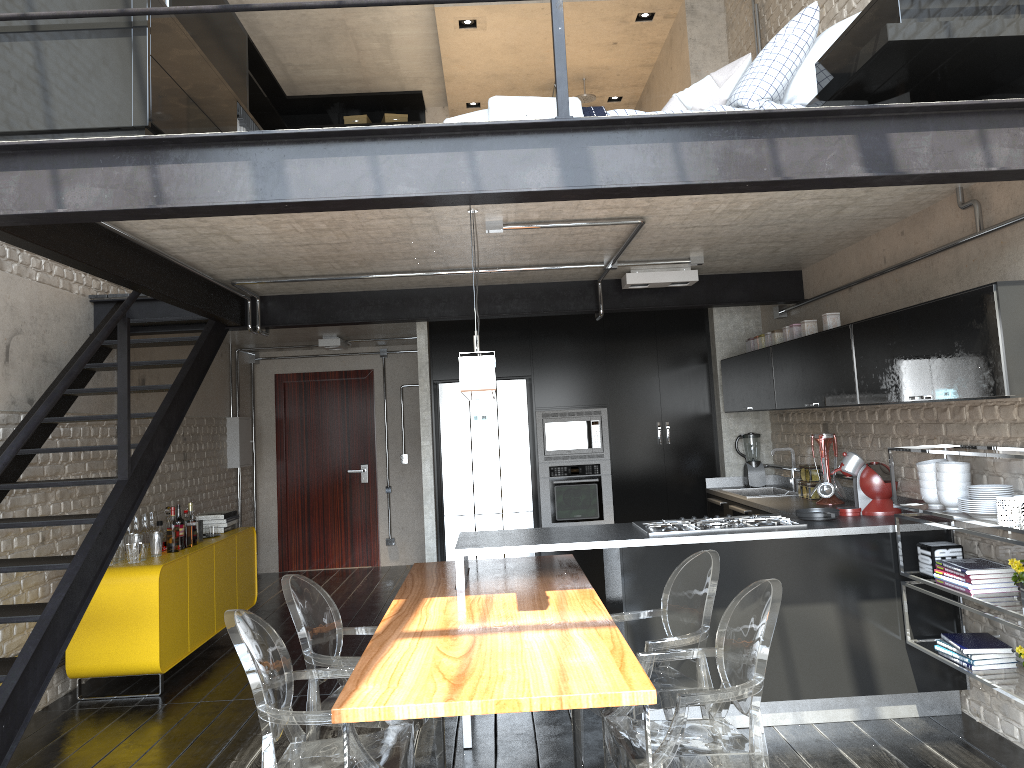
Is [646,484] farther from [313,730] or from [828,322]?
[313,730]

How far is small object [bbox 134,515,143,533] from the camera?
6.2 meters

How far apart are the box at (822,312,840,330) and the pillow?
1.3 meters

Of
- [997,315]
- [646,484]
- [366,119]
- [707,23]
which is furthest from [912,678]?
[366,119]

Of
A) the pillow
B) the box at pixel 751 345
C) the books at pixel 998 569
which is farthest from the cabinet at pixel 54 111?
the box at pixel 751 345

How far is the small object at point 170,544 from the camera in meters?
6.0 m

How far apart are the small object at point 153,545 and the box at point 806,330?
4.32m

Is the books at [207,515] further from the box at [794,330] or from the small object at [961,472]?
the small object at [961,472]

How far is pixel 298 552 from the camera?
10.10m

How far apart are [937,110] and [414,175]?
1.8 meters
